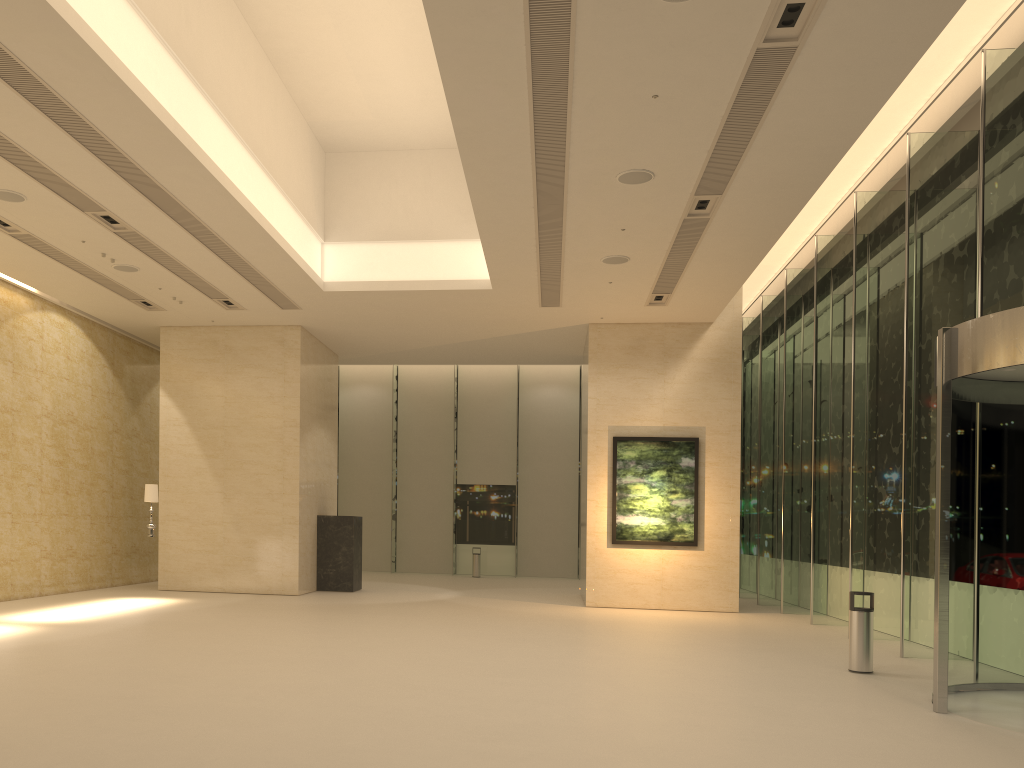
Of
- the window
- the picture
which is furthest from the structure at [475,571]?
the picture

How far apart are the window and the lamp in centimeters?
1226cm

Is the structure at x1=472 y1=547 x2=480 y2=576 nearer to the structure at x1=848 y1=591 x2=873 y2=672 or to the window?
the window

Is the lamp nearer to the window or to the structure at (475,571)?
the window

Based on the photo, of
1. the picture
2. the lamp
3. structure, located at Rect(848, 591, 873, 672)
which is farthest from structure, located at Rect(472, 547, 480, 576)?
structure, located at Rect(848, 591, 873, 672)

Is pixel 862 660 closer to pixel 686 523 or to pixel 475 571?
pixel 686 523

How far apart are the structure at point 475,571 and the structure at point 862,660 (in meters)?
17.86

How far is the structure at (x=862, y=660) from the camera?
10.3m

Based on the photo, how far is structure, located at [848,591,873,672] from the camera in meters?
10.3 m

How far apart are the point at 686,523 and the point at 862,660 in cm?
773
